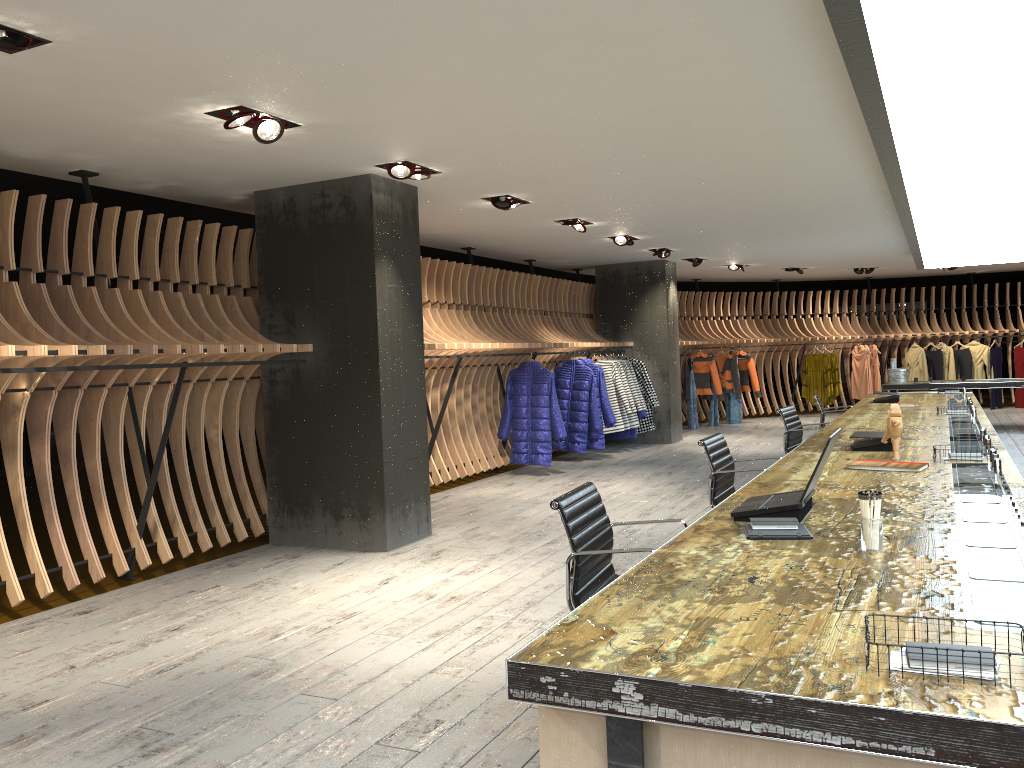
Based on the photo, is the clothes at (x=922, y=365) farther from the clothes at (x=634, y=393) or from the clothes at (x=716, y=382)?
the clothes at (x=634, y=393)

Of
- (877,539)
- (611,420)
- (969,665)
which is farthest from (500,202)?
(969,665)

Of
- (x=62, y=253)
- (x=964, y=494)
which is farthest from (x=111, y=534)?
(x=964, y=494)

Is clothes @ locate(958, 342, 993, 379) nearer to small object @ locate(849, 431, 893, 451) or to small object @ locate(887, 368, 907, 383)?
small object @ locate(887, 368, 907, 383)

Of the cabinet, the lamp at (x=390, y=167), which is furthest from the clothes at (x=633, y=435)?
the cabinet

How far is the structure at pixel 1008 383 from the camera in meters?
12.9

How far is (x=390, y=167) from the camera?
6.2m

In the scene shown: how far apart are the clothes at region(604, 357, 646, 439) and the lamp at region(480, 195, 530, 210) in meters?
5.8 m

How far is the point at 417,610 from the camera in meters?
5.0

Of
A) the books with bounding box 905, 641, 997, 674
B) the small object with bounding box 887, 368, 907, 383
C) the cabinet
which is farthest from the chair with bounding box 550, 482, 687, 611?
the small object with bounding box 887, 368, 907, 383
